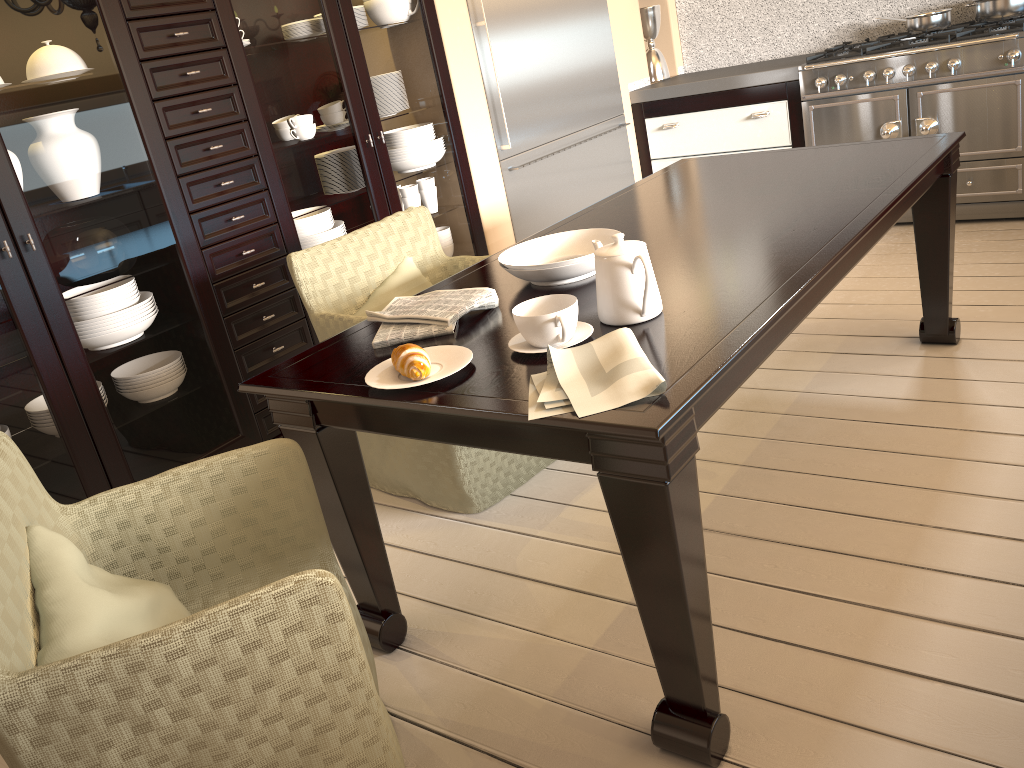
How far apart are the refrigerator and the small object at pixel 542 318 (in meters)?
2.28

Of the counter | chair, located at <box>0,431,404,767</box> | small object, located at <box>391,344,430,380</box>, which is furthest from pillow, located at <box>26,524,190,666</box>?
the counter

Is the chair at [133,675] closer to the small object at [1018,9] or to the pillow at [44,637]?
the pillow at [44,637]

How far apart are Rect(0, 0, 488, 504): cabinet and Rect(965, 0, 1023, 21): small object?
2.34m

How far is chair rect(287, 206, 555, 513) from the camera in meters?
2.4 m

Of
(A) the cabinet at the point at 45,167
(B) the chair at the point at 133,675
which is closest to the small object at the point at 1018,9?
(A) the cabinet at the point at 45,167

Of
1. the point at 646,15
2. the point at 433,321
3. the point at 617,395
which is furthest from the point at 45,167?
the point at 646,15

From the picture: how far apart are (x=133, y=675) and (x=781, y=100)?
3.93m

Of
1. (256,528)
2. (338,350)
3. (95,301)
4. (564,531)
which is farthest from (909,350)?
(95,301)

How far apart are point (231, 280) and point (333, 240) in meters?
0.5
